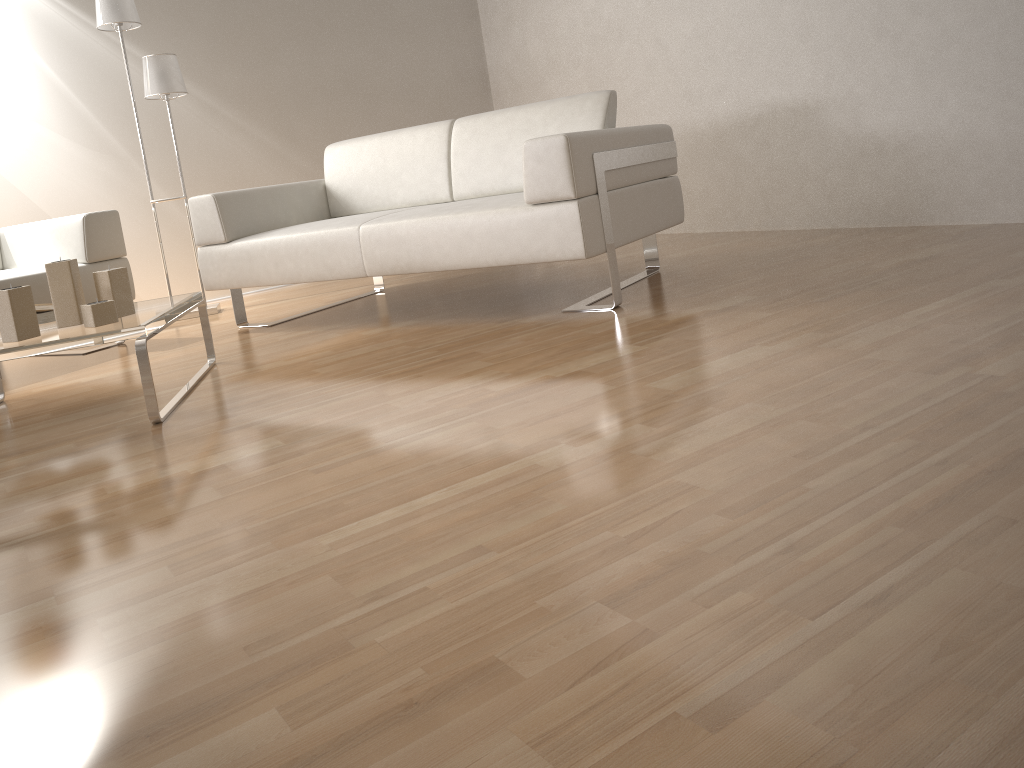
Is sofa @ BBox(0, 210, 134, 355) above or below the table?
above

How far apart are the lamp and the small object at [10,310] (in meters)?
2.09

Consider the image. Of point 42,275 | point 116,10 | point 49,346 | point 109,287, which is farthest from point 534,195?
point 116,10

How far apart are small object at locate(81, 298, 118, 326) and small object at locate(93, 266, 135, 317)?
0.11m

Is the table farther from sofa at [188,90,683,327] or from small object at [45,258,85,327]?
sofa at [188,90,683,327]

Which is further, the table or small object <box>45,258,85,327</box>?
small object <box>45,258,85,327</box>

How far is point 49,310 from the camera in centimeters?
261cm

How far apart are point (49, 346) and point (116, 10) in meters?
2.5

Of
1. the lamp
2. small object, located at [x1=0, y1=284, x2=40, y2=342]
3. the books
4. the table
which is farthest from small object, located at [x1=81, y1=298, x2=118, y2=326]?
the lamp

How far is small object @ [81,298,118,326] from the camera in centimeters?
231cm
